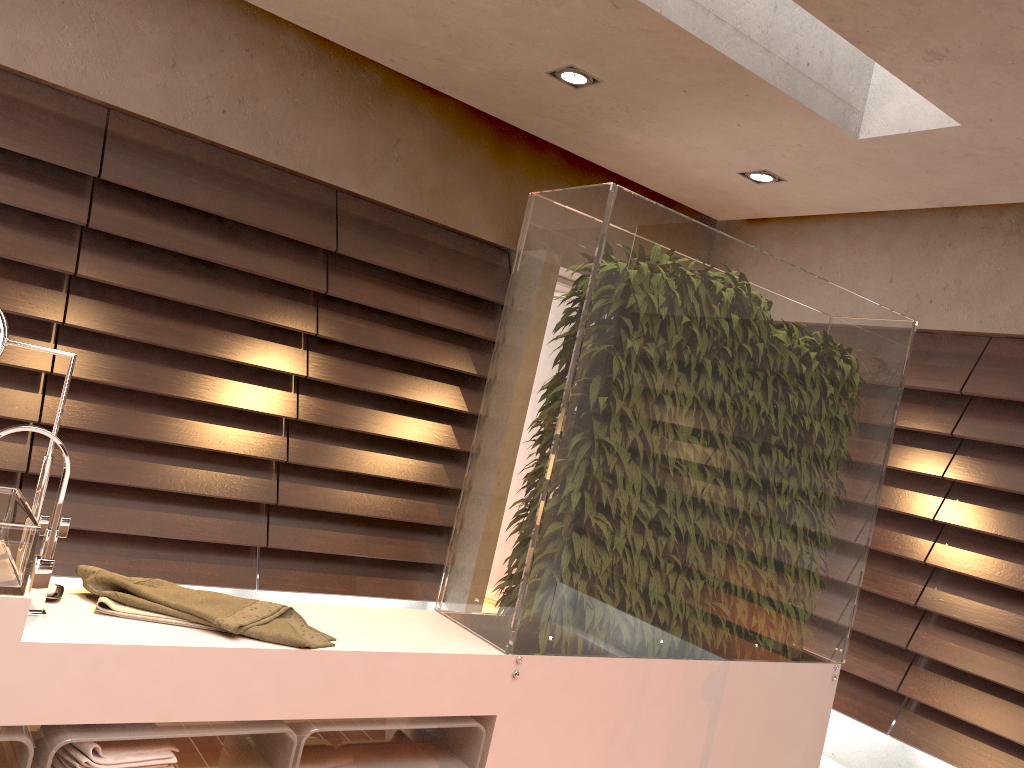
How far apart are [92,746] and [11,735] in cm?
14

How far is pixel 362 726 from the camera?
2.0 meters

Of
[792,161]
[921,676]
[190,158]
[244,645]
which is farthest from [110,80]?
[921,676]

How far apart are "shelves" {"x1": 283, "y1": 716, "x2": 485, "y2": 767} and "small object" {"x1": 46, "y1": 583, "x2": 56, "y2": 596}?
0.6 meters

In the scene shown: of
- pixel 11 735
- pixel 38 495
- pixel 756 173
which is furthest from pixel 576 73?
pixel 11 735

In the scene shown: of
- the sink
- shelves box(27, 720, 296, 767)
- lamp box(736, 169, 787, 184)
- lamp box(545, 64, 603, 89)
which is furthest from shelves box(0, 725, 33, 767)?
lamp box(736, 169, 787, 184)

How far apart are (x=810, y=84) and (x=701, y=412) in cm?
146

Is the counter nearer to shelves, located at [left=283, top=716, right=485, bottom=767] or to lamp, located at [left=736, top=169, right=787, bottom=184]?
shelves, located at [left=283, top=716, right=485, bottom=767]

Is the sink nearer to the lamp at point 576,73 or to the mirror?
the mirror

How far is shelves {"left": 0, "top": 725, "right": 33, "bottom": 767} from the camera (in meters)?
1.58
